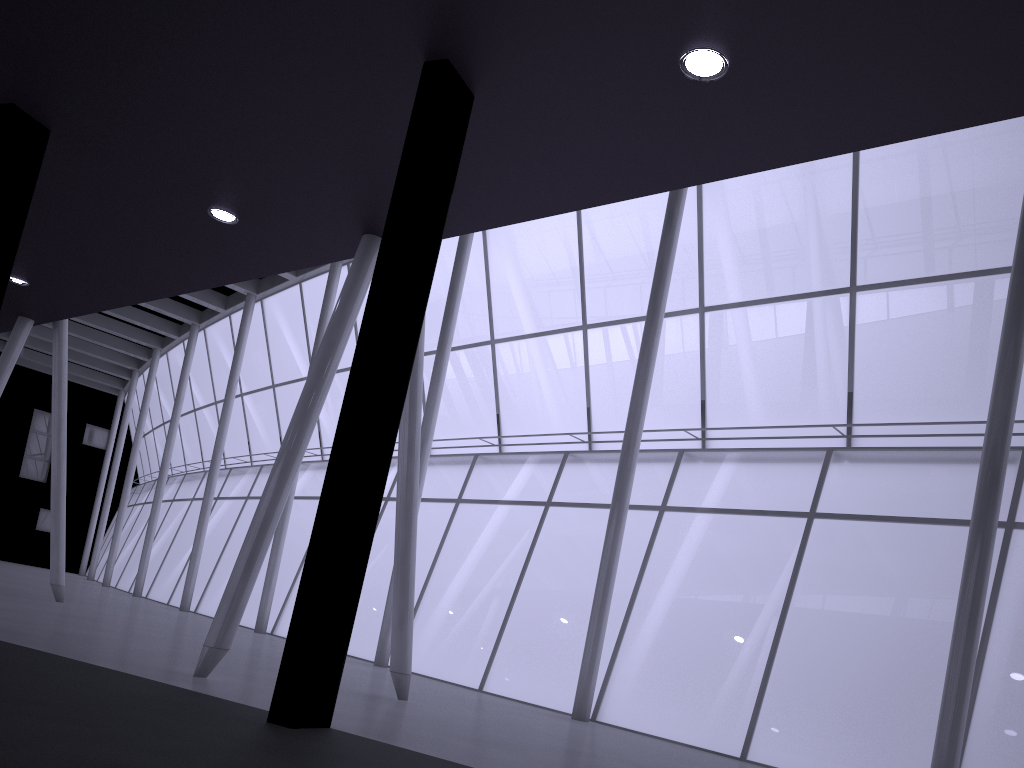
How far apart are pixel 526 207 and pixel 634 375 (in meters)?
19.17
